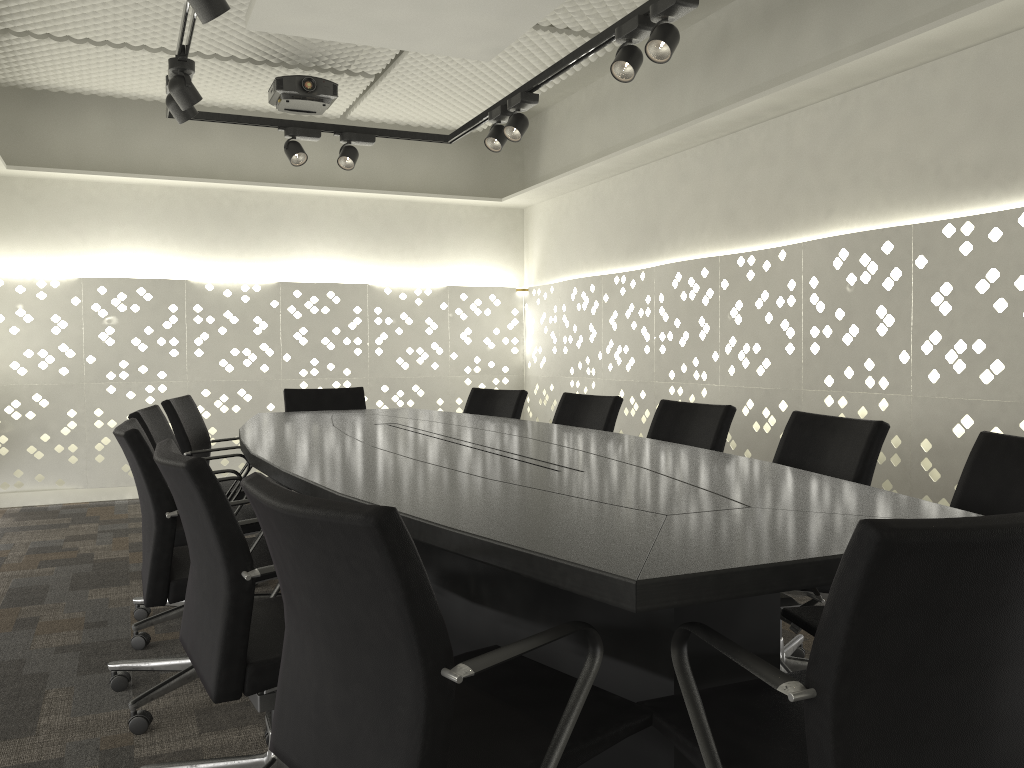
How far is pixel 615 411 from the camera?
3.5m

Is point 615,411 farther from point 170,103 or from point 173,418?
point 170,103

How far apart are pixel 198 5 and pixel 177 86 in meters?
1.0

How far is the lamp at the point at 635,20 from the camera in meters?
3.0 m

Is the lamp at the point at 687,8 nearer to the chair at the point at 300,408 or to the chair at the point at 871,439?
the chair at the point at 871,439

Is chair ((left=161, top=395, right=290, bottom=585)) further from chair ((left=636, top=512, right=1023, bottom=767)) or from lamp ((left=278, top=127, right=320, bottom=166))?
chair ((left=636, top=512, right=1023, bottom=767))

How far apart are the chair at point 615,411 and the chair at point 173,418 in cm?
135

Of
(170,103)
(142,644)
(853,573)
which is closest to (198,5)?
(170,103)

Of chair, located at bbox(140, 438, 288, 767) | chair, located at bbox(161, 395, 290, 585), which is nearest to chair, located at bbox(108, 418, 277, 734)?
chair, located at bbox(140, 438, 288, 767)

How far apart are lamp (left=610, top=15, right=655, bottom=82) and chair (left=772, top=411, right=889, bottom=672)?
1.3 meters
